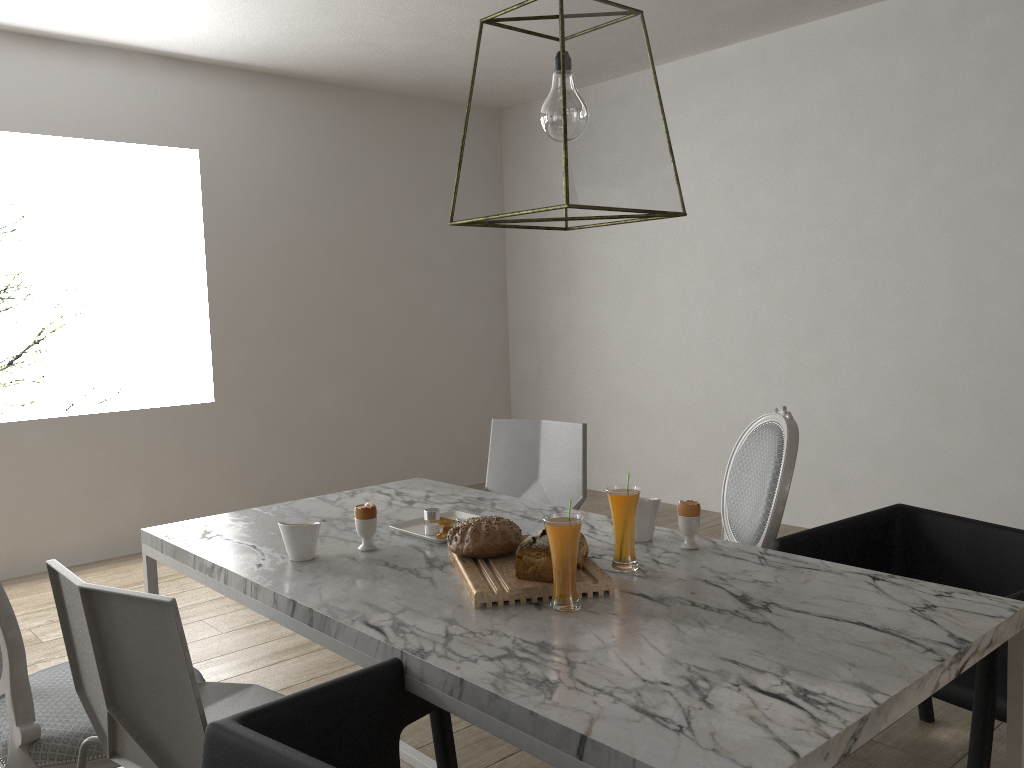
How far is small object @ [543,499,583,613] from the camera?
1.5m

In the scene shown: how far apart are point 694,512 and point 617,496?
0.24m

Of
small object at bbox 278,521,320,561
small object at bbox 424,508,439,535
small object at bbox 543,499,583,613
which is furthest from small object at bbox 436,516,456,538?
small object at bbox 543,499,583,613

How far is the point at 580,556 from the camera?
1.7m

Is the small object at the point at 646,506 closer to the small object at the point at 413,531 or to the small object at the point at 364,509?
the small object at the point at 413,531

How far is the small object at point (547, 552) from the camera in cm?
161

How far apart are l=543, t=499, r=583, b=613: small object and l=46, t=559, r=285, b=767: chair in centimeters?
54cm

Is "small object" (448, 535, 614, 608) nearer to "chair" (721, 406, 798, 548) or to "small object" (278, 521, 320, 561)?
"small object" (278, 521, 320, 561)

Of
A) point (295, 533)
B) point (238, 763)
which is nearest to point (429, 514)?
point (295, 533)

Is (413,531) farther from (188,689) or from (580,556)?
(188,689)
